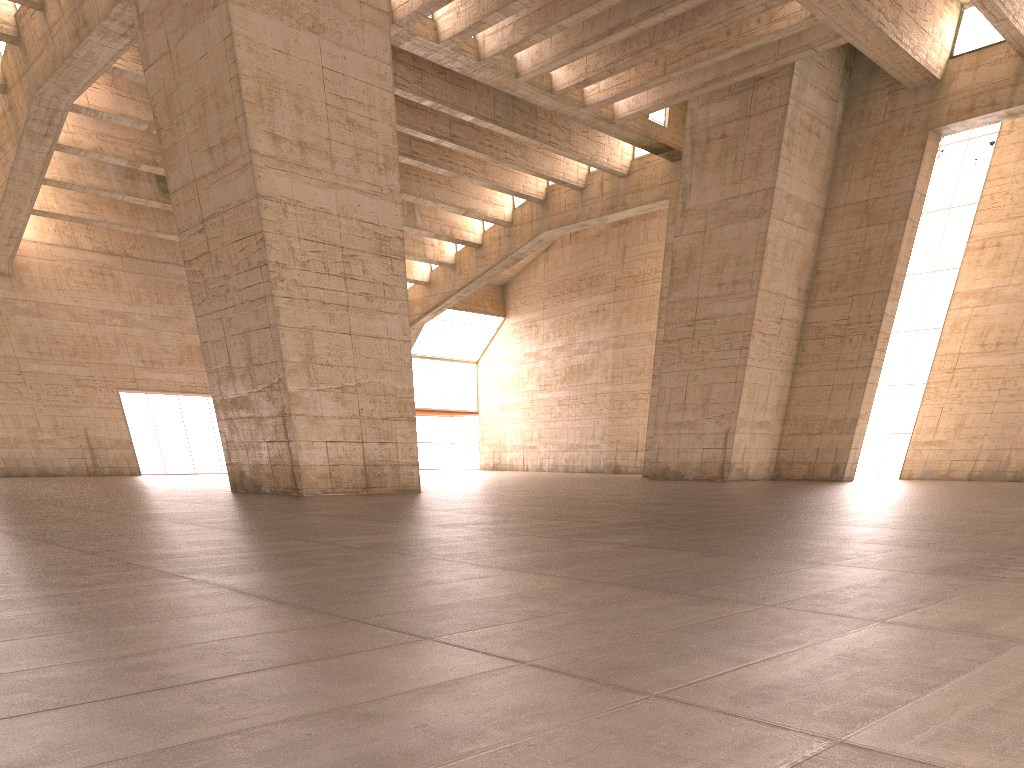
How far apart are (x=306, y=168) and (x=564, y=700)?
17.3m

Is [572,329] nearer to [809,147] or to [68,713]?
[809,147]

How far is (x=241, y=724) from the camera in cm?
210
